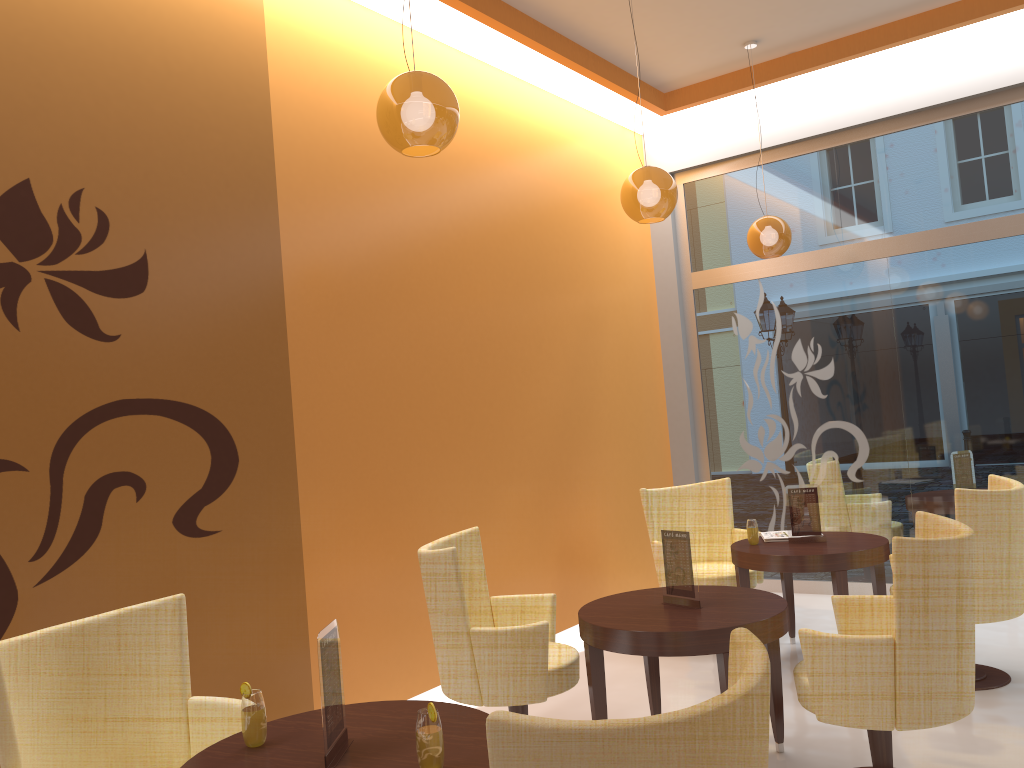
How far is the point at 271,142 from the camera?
4.3m

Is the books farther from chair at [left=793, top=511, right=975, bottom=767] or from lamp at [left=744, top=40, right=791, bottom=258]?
lamp at [left=744, top=40, right=791, bottom=258]

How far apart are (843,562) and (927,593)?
1.76m

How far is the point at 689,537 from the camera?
3.7m

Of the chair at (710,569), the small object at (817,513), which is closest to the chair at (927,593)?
the small object at (817,513)

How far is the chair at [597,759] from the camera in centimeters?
147cm

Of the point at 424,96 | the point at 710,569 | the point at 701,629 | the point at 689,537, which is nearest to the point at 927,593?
the point at 701,629

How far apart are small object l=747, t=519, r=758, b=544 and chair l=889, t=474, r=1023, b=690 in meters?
1.2 m

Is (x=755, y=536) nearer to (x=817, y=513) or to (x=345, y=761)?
(x=817, y=513)

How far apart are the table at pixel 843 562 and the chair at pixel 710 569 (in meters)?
0.18
